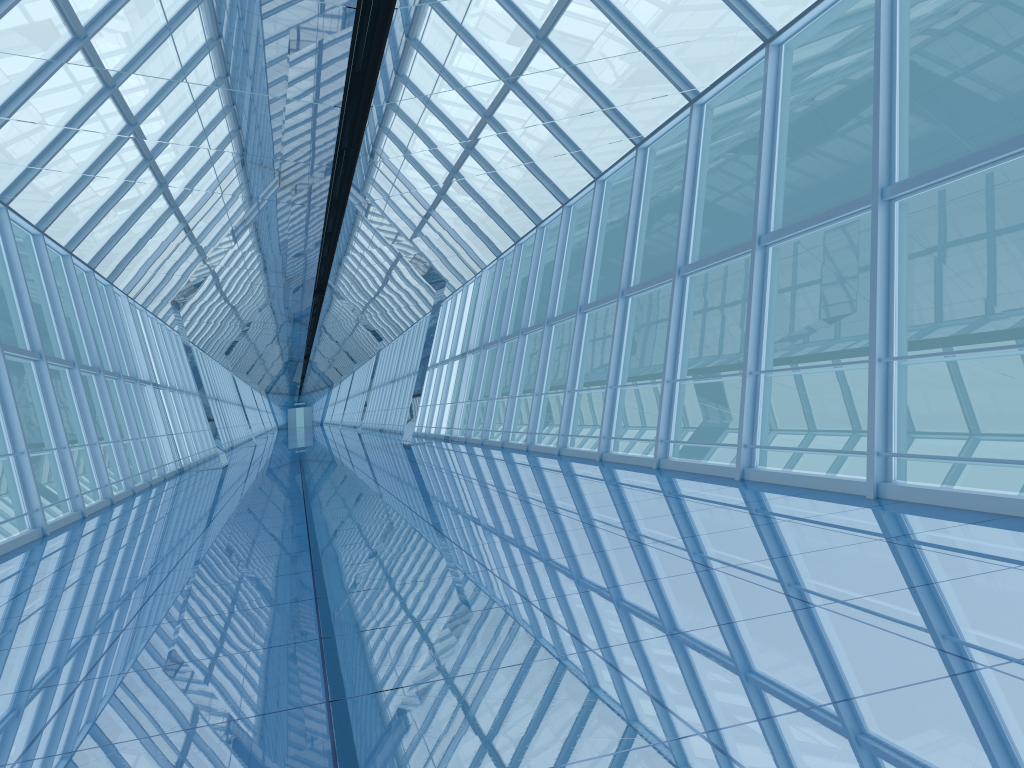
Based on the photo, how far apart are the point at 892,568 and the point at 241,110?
6.3m

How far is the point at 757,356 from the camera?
8.7m

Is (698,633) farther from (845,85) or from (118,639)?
(845,85)

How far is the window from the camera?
8.7 meters

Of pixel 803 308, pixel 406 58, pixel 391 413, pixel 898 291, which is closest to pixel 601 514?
pixel 406 58

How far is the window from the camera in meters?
8.7
